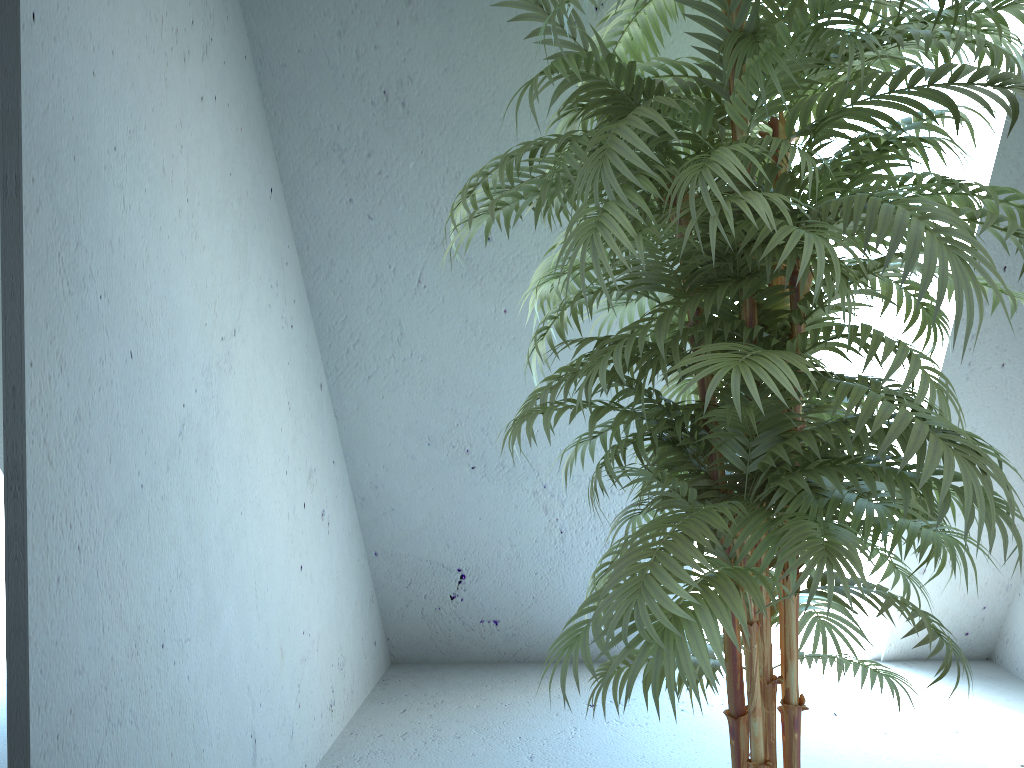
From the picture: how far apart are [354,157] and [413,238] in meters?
0.3

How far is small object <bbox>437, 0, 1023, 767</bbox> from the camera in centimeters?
110cm

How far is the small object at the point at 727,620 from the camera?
1.1m
